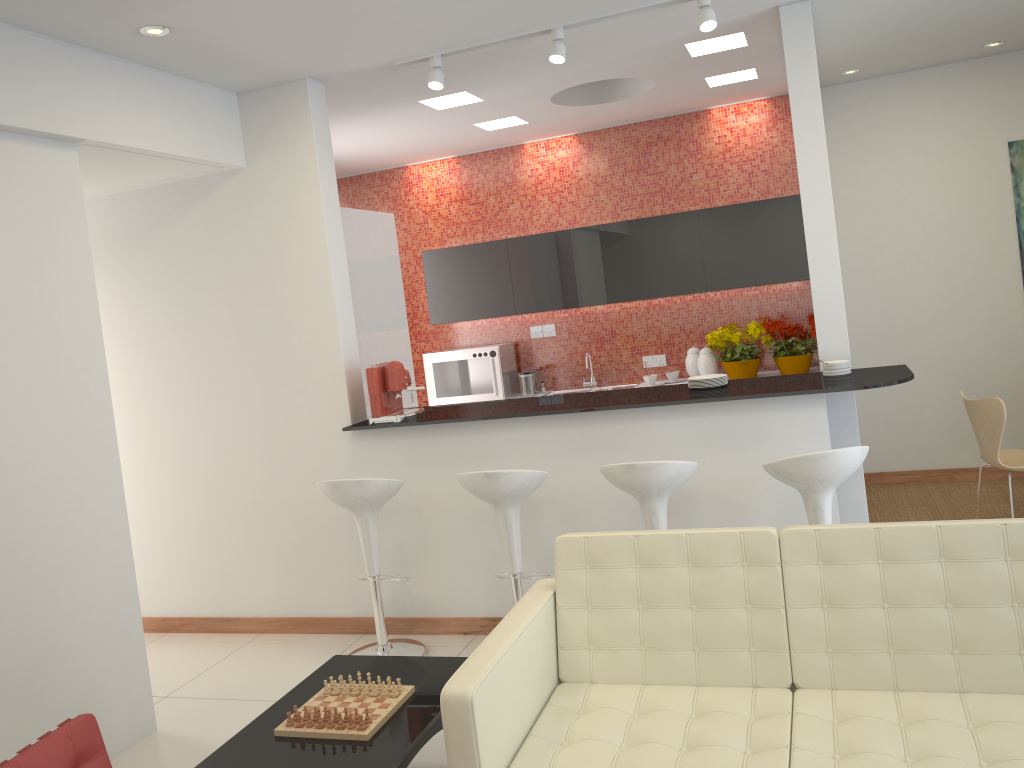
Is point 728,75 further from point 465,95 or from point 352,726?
point 352,726

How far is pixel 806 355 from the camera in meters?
6.7

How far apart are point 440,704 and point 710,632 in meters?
1.0 m

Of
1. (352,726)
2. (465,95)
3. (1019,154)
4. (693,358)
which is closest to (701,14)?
(465,95)

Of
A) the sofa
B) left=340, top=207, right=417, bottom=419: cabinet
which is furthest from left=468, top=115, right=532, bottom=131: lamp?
the sofa

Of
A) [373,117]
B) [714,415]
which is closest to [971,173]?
[714,415]

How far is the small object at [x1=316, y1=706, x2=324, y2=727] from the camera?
3.0m

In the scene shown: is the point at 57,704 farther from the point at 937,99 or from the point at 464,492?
the point at 937,99

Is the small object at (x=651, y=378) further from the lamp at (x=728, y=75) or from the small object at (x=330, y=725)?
the small object at (x=330, y=725)

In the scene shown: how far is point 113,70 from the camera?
4.2m
